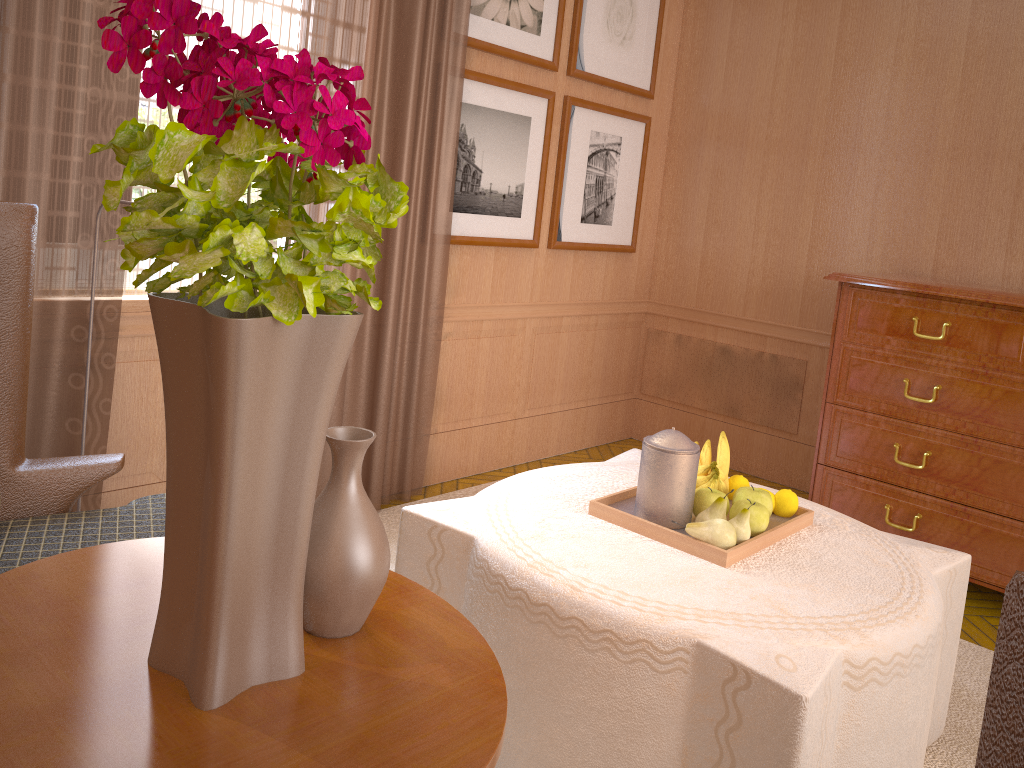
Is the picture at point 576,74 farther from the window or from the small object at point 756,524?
the small object at point 756,524

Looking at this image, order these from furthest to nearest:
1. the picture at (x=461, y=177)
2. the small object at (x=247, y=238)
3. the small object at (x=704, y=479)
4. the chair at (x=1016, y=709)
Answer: the picture at (x=461, y=177)
the small object at (x=704, y=479)
the small object at (x=247, y=238)
the chair at (x=1016, y=709)

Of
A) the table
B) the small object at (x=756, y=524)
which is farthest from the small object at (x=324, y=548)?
the small object at (x=756, y=524)

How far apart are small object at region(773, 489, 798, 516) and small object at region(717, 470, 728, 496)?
0.2m

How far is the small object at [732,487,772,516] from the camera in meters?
3.8 m

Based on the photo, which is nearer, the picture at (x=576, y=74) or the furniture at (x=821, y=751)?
the furniture at (x=821, y=751)

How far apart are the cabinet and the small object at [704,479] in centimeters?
246cm

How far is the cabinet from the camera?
5.31m

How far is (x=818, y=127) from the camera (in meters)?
7.23

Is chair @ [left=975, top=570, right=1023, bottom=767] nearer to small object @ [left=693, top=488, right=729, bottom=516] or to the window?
small object @ [left=693, top=488, right=729, bottom=516]
